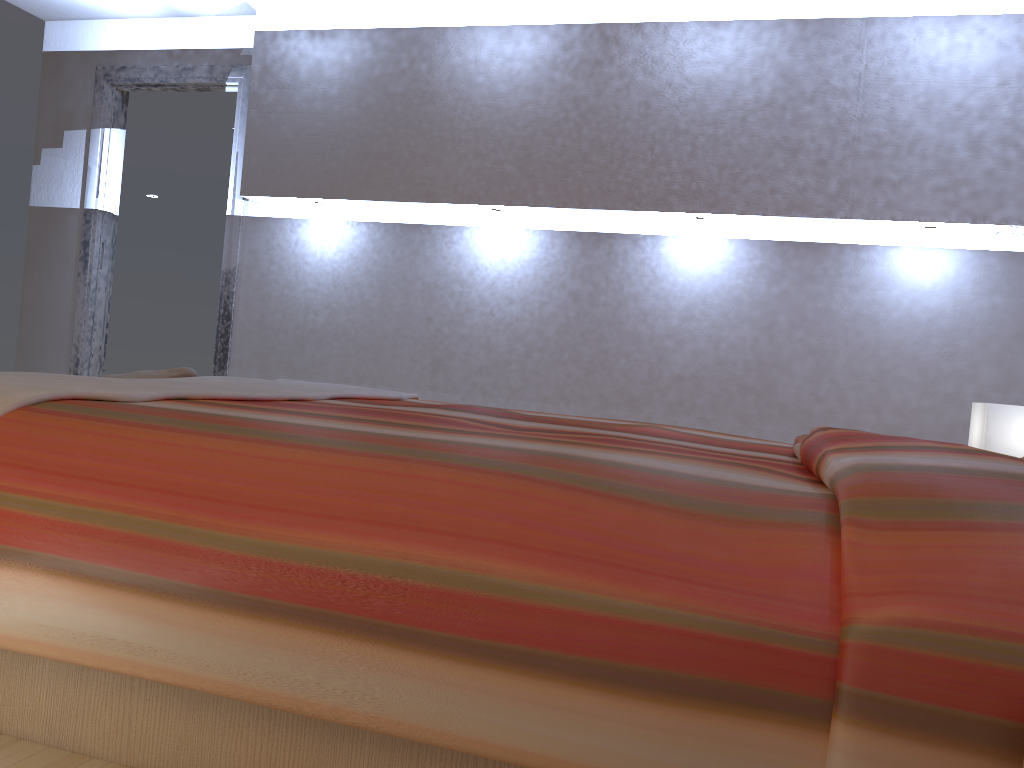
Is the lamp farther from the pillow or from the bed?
the pillow

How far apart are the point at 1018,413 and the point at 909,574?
2.2 meters

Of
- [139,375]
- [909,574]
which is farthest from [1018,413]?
[139,375]

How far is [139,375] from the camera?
2.6 meters

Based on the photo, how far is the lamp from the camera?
2.8m

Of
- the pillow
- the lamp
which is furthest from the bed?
the lamp

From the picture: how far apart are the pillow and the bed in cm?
16

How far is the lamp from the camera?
2.8m

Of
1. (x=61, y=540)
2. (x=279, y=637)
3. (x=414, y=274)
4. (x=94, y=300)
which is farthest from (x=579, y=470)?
(x=94, y=300)

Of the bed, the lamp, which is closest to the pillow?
the bed
